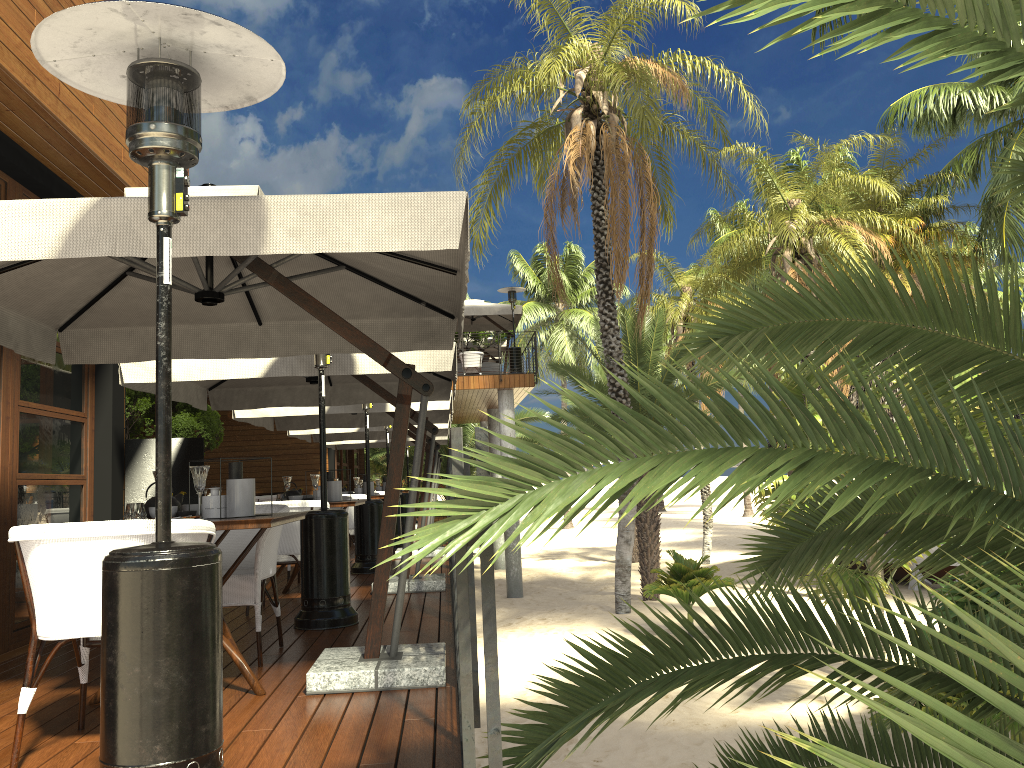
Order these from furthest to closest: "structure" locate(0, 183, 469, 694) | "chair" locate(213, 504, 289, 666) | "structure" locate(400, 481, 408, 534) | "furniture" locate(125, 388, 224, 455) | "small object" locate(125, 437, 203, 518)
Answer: "structure" locate(400, 481, 408, 534) < "furniture" locate(125, 388, 224, 455) < "small object" locate(125, 437, 203, 518) < "chair" locate(213, 504, 289, 666) < "structure" locate(0, 183, 469, 694)

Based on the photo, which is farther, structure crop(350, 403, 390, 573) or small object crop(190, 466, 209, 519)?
structure crop(350, 403, 390, 573)

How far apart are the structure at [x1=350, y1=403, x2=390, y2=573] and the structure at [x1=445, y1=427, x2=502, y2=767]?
5.3 meters

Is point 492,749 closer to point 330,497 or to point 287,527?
point 287,527

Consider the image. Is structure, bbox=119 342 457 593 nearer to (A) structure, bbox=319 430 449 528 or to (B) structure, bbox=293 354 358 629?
(B) structure, bbox=293 354 358 629

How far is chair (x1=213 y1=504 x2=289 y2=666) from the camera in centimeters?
444cm

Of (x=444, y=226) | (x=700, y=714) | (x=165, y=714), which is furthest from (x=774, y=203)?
(x=165, y=714)

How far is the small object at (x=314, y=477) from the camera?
7.1 meters

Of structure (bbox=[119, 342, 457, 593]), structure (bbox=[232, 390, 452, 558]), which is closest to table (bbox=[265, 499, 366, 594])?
structure (bbox=[119, 342, 457, 593])

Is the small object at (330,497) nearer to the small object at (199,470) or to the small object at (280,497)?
the small object at (280,497)
